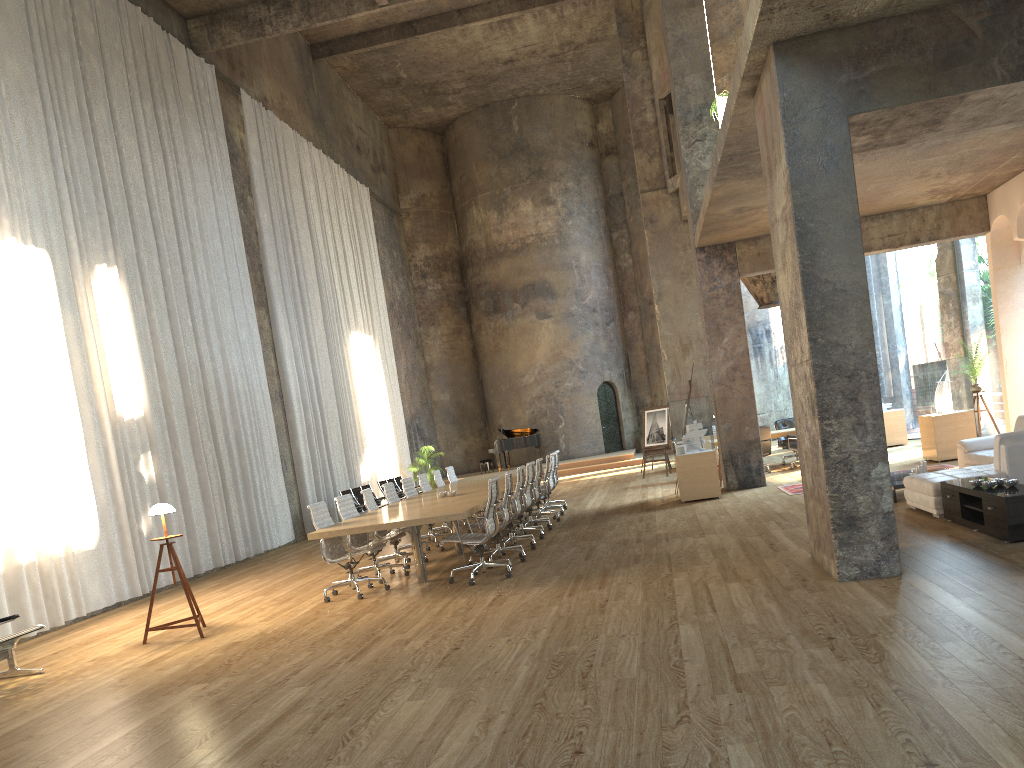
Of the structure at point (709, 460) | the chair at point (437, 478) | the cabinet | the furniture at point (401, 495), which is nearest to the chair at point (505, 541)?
the structure at point (709, 460)

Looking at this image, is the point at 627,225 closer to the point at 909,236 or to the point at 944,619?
the point at 909,236

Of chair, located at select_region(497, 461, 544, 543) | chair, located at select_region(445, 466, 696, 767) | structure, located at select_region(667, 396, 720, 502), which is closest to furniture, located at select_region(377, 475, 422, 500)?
chair, located at select_region(445, 466, 696, 767)

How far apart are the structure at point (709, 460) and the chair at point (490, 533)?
4.8 meters

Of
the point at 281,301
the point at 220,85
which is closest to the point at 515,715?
the point at 281,301

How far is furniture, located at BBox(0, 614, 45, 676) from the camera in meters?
7.0 m

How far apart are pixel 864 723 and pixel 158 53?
14.7 meters

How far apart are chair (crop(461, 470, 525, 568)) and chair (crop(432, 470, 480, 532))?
4.34m

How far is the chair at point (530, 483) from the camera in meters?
11.5

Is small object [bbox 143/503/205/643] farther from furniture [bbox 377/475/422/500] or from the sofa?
furniture [bbox 377/475/422/500]
